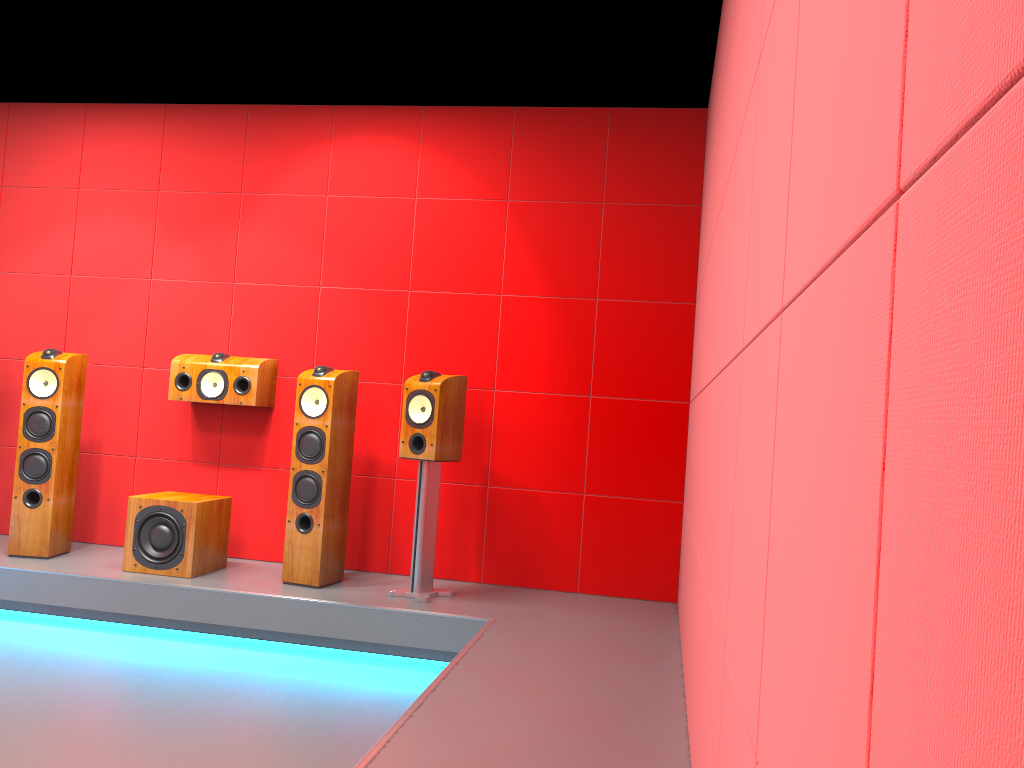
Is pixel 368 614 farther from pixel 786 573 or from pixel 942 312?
pixel 942 312

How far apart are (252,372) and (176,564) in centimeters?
103cm

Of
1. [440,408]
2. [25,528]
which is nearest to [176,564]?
[25,528]

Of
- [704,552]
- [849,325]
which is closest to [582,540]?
[704,552]

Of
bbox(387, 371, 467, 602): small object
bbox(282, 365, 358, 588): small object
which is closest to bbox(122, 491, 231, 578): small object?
bbox(282, 365, 358, 588): small object

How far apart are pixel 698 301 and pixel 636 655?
1.6m

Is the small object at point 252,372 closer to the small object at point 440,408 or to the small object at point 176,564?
the small object at point 176,564

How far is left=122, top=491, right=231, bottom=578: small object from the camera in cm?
420

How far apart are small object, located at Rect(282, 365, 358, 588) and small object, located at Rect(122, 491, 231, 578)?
0.4 meters

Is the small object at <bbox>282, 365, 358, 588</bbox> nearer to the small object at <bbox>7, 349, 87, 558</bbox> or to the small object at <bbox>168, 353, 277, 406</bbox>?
the small object at <bbox>168, 353, 277, 406</bbox>
